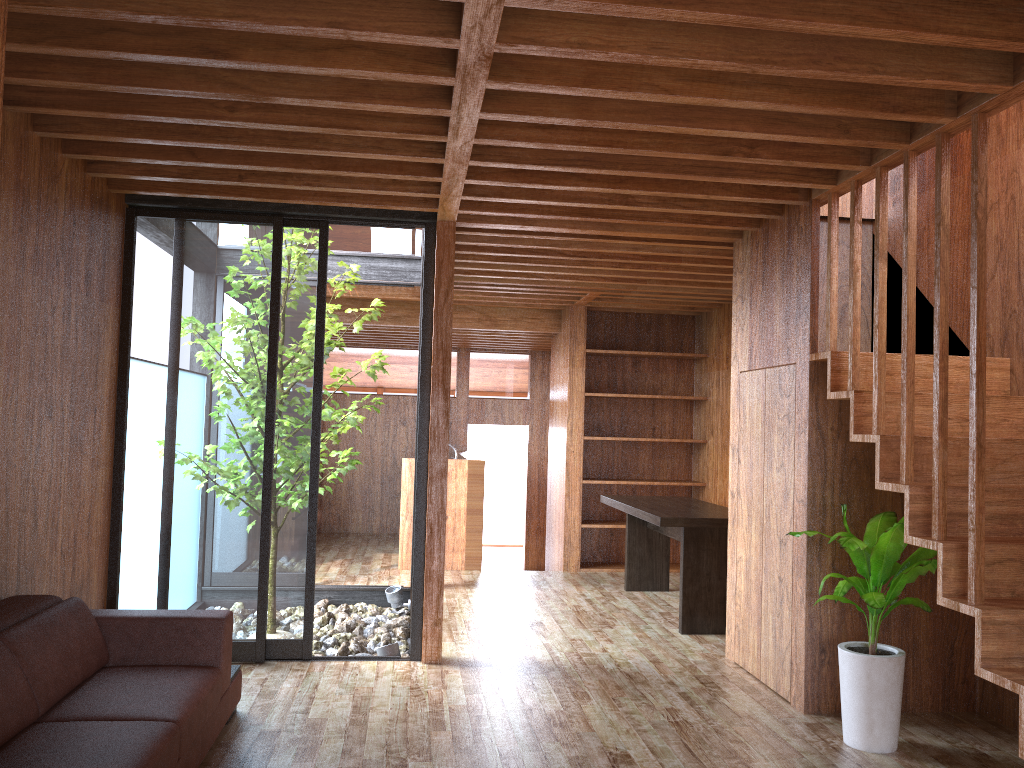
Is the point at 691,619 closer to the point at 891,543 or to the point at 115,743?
the point at 891,543

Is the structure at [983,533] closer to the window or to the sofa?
the window

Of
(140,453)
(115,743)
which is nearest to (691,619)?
(140,453)

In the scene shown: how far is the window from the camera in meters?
4.5

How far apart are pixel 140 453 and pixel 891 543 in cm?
350

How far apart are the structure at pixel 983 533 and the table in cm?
172

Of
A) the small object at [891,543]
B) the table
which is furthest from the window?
the small object at [891,543]

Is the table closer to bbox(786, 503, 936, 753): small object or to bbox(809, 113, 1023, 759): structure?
bbox(786, 503, 936, 753): small object

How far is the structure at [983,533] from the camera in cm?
281

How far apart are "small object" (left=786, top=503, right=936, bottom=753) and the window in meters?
2.4
